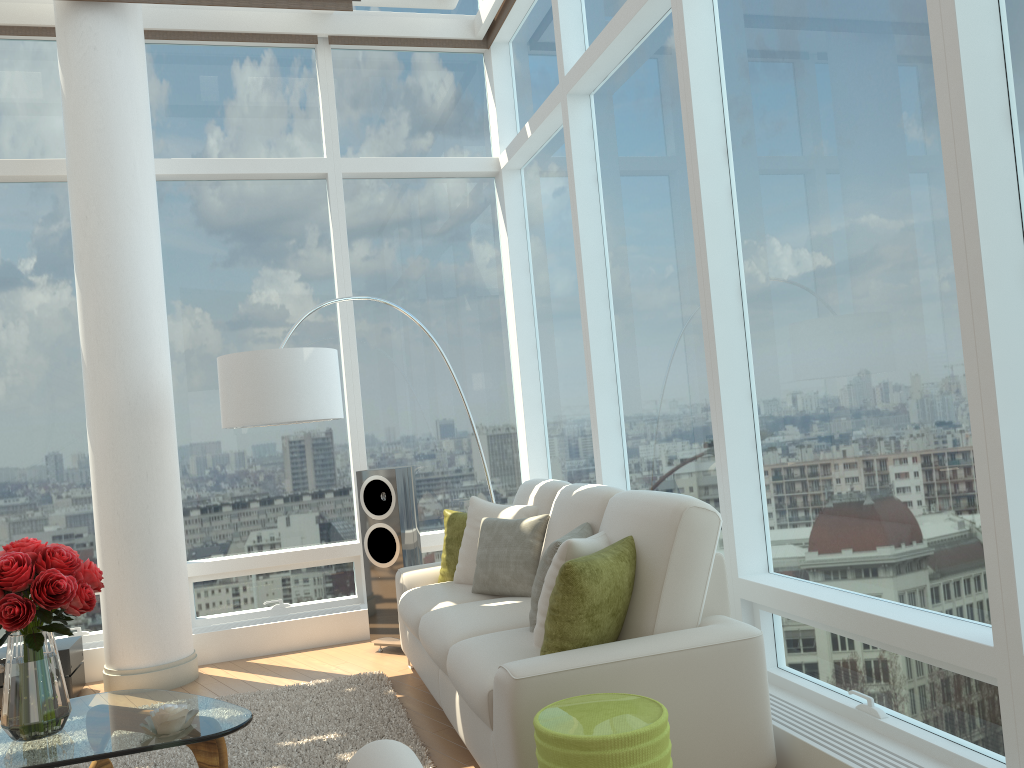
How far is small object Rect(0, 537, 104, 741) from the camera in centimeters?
308cm

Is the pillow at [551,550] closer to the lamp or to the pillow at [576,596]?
the pillow at [576,596]

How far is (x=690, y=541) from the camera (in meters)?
3.20

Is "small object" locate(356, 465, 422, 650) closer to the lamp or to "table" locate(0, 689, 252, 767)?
the lamp

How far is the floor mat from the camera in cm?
383

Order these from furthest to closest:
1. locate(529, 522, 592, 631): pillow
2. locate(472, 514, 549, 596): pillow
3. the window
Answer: locate(472, 514, 549, 596): pillow < locate(529, 522, 592, 631): pillow < the window

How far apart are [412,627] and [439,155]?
3.8 meters

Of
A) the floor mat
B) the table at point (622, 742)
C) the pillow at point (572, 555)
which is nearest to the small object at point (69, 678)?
the floor mat

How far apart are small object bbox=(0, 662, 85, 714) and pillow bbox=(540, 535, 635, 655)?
3.36m

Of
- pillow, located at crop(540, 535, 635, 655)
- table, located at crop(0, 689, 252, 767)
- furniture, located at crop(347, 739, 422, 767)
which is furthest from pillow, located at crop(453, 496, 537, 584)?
furniture, located at crop(347, 739, 422, 767)
